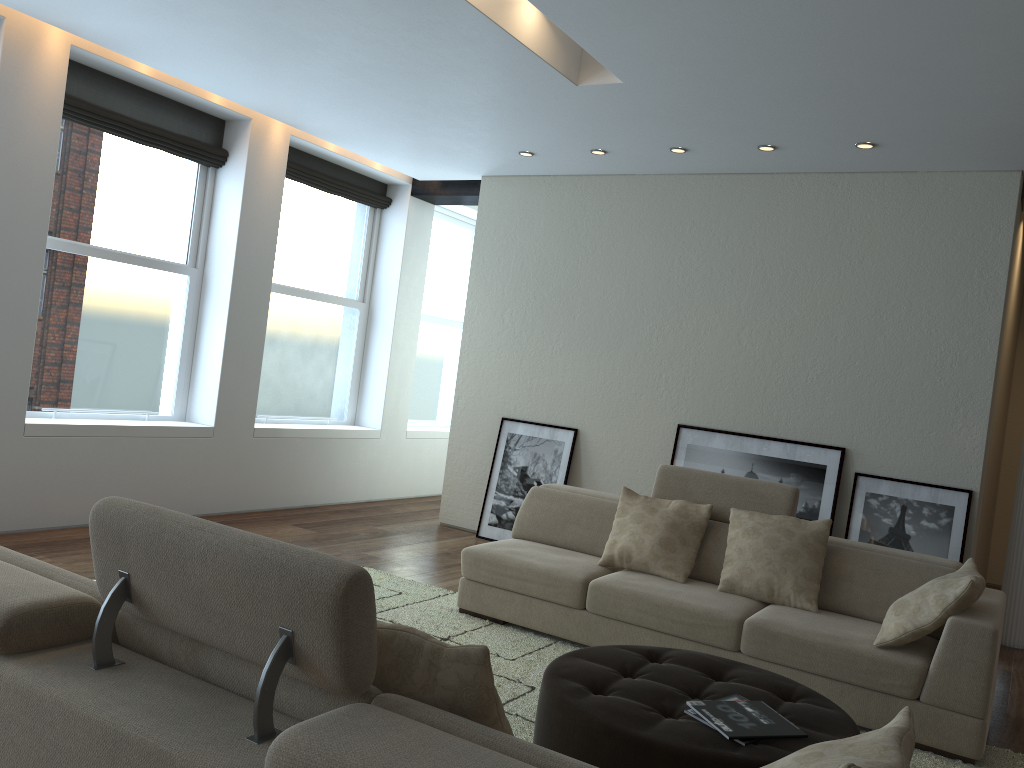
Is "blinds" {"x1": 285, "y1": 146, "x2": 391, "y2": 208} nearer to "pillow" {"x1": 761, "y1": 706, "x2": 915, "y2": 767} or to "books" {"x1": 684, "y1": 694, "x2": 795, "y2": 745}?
"books" {"x1": 684, "y1": 694, "x2": 795, "y2": 745}

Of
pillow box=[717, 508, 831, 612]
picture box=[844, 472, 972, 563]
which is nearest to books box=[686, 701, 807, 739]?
pillow box=[717, 508, 831, 612]

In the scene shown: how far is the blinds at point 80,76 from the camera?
5.8 meters

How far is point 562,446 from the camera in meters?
7.0 m

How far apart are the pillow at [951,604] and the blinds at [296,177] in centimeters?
560cm

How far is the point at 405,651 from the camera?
1.8m

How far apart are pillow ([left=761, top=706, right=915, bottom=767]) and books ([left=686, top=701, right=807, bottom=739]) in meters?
0.8 m

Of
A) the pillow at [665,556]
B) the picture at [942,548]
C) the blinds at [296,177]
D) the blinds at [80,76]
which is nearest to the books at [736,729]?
the pillow at [665,556]

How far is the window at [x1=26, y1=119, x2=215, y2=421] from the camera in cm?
586

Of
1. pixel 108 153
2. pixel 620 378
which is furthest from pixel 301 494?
pixel 108 153
